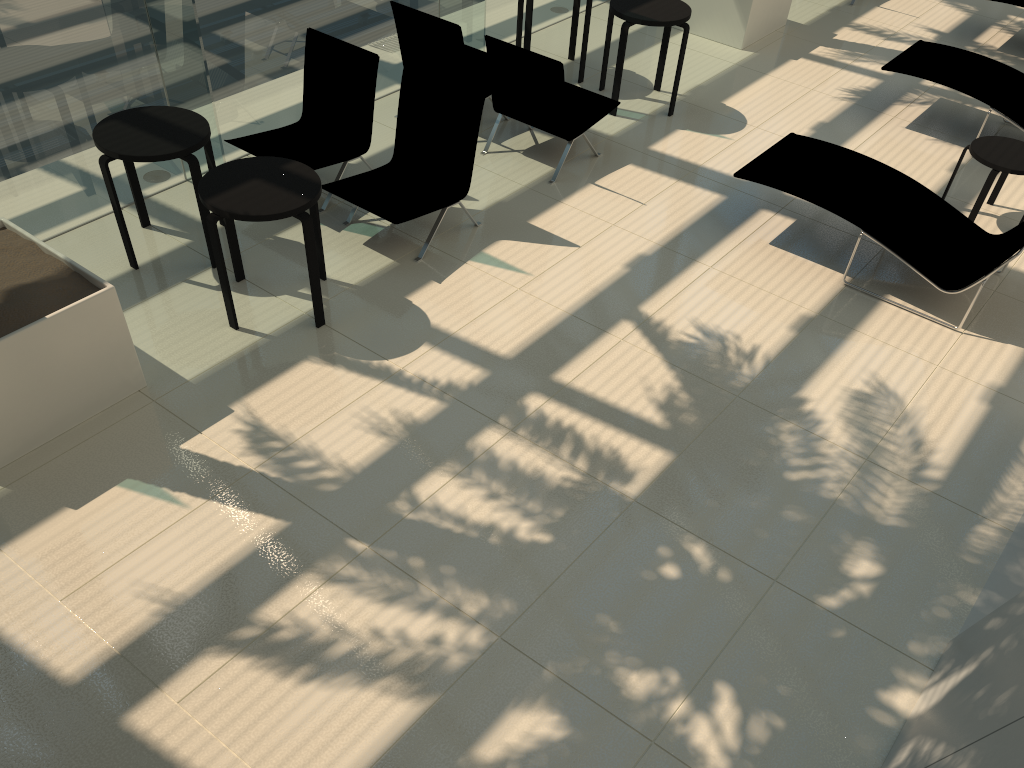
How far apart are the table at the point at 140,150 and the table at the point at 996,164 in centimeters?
560cm

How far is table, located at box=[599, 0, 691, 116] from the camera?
7.6 meters

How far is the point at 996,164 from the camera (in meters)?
6.53

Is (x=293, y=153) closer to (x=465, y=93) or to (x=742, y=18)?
(x=465, y=93)

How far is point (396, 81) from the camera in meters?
8.2

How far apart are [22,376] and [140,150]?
1.75m

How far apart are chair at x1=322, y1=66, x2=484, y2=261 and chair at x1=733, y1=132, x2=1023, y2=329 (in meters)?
1.96

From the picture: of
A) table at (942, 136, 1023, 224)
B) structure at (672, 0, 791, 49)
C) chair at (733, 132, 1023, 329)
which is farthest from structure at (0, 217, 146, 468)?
structure at (672, 0, 791, 49)

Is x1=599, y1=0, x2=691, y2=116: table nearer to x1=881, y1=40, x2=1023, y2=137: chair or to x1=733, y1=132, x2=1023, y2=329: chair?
x1=733, y1=132, x2=1023, y2=329: chair

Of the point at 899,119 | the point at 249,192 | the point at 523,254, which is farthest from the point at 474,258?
the point at 899,119
